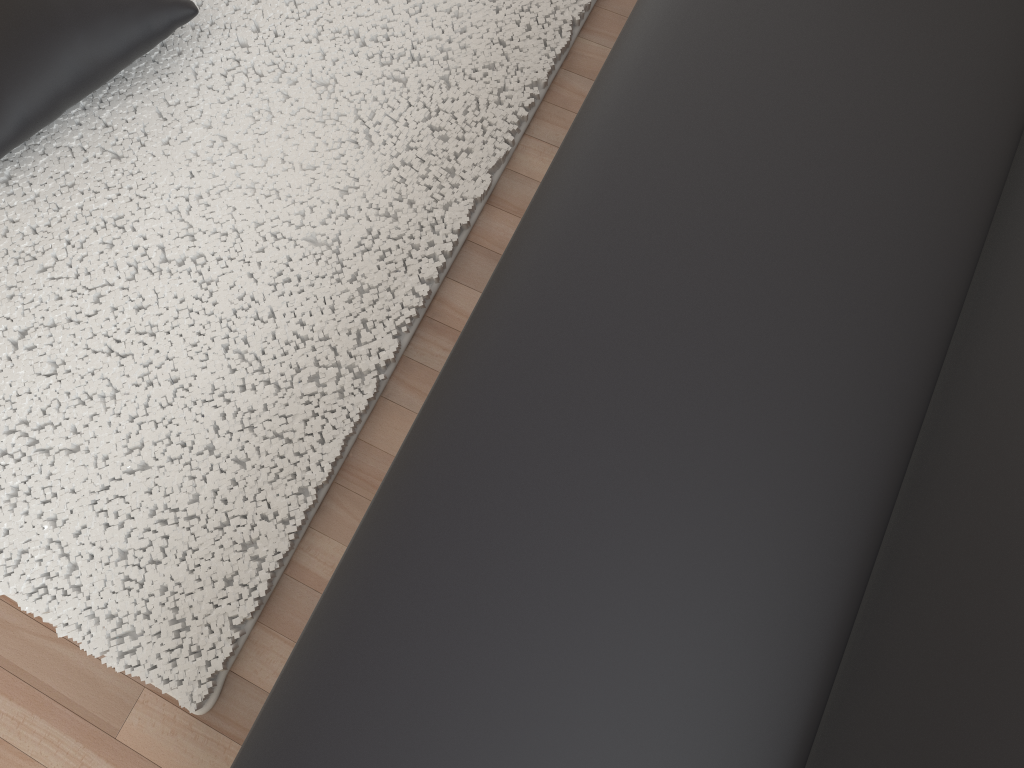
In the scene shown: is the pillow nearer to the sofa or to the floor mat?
the floor mat

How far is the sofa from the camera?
1.0m

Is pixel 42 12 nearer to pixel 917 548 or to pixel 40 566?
pixel 40 566

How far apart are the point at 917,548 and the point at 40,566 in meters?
1.4 m

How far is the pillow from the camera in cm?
164

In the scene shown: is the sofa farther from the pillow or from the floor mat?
the pillow

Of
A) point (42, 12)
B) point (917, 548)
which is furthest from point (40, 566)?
point (917, 548)

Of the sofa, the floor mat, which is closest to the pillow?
the floor mat

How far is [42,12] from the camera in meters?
1.6

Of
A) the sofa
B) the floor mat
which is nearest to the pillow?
the floor mat
